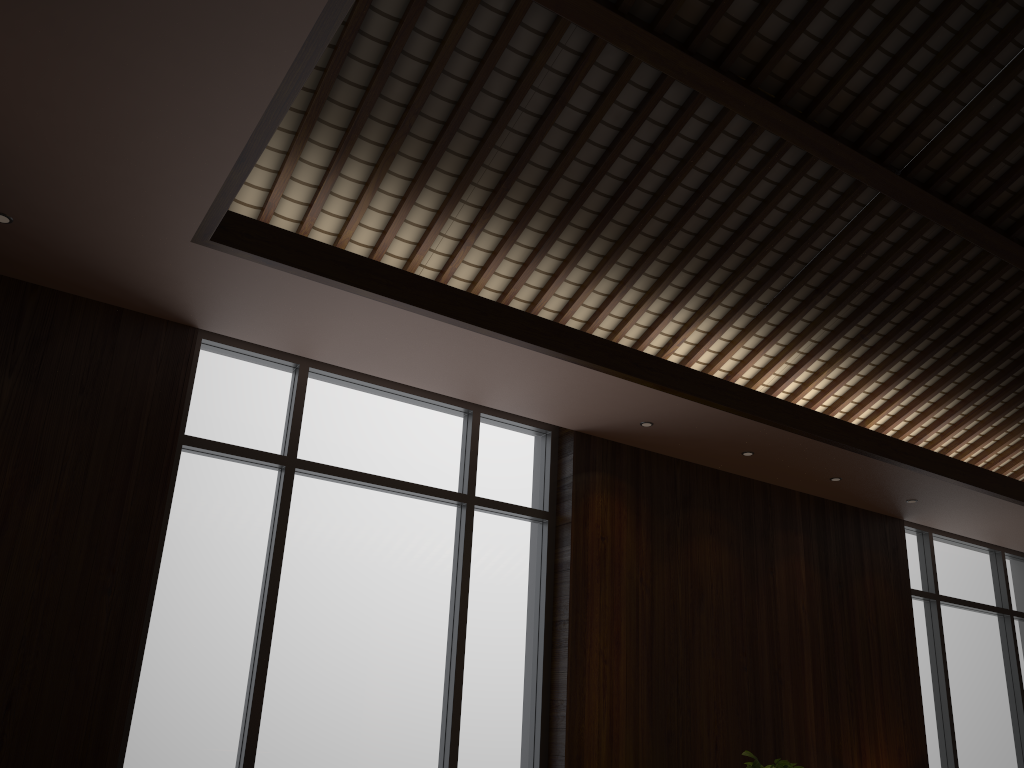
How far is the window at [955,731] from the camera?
6.4m

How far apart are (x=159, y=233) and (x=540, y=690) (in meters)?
2.90

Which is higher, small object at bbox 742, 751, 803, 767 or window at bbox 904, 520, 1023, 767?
window at bbox 904, 520, 1023, 767

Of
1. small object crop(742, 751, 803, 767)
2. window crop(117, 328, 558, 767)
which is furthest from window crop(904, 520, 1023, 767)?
window crop(117, 328, 558, 767)

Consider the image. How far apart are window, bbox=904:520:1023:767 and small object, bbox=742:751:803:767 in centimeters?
269cm

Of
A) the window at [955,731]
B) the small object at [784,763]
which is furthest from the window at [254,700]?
the window at [955,731]

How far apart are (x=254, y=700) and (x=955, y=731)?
5.2m

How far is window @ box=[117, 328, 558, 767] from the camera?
3.8 meters

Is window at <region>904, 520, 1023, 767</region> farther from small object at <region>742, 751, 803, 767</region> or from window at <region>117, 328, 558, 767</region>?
window at <region>117, 328, 558, 767</region>

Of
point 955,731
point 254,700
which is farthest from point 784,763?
point 955,731
